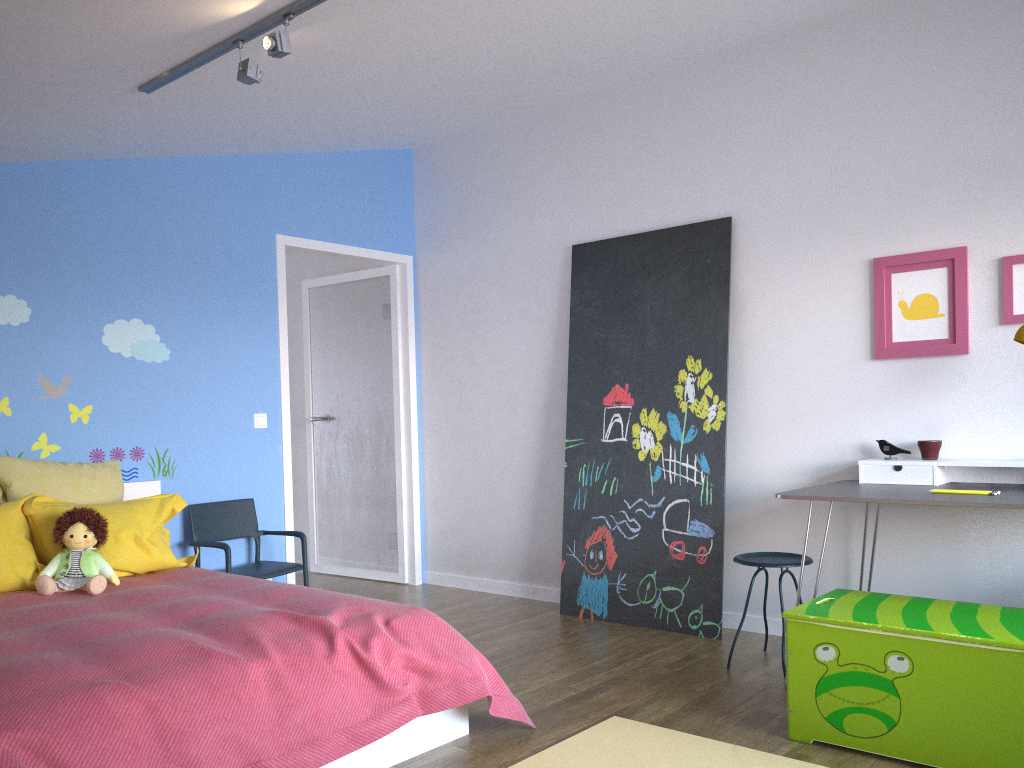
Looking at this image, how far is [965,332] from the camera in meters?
3.6

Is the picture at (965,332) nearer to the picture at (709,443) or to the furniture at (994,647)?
the picture at (709,443)

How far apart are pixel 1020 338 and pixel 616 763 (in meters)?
2.03

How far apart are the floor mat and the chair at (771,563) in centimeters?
91cm

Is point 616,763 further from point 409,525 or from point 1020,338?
point 409,525

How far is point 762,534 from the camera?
4.2m

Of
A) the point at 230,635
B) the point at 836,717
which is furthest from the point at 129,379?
the point at 836,717

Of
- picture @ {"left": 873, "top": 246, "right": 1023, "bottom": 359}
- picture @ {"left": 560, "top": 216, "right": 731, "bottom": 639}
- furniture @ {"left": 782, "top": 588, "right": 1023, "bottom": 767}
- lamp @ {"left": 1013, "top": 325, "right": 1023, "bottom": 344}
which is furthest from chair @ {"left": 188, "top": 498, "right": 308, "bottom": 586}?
lamp @ {"left": 1013, "top": 325, "right": 1023, "bottom": 344}

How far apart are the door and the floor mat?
2.5m

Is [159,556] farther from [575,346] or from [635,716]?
[575,346]
